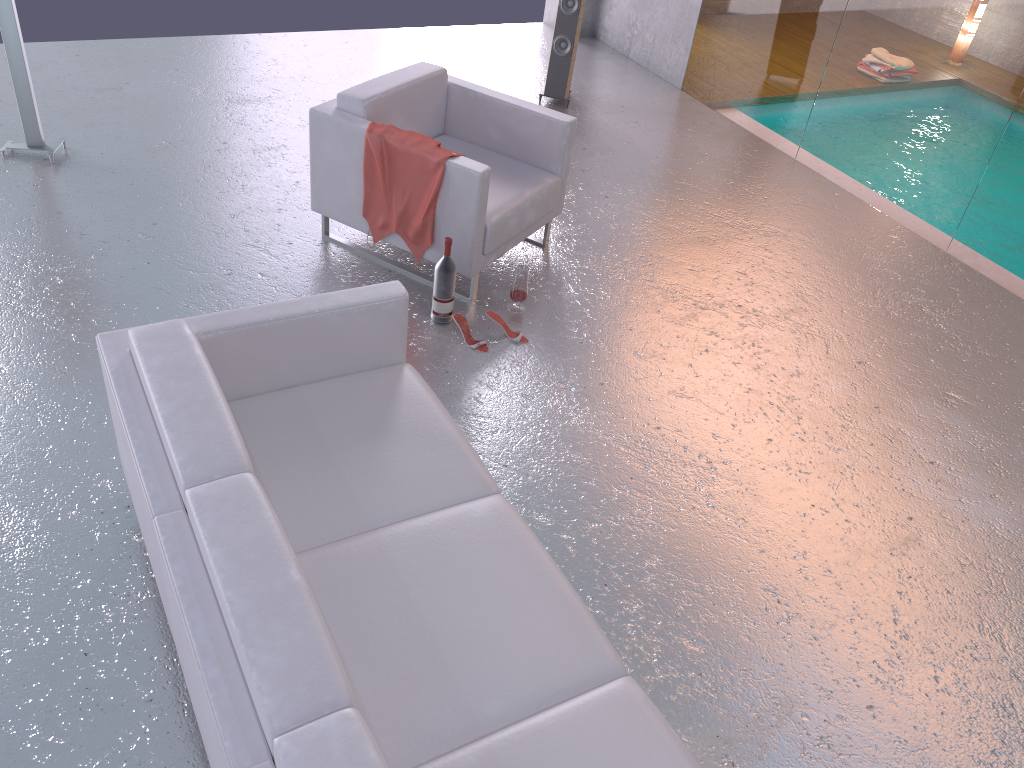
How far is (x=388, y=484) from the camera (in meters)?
2.70

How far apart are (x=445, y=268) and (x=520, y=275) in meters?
0.4 m

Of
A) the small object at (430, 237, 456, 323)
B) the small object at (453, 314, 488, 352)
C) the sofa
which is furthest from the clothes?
the sofa

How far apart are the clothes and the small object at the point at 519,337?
0.5m

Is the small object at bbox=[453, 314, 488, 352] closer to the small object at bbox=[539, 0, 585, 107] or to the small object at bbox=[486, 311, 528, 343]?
the small object at bbox=[486, 311, 528, 343]

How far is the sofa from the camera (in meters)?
1.84

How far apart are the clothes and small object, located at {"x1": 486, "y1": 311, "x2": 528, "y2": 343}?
0.46m

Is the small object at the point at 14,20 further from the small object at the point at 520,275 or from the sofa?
the sofa

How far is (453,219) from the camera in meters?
4.1 m

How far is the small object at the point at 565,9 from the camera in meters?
6.3 m
